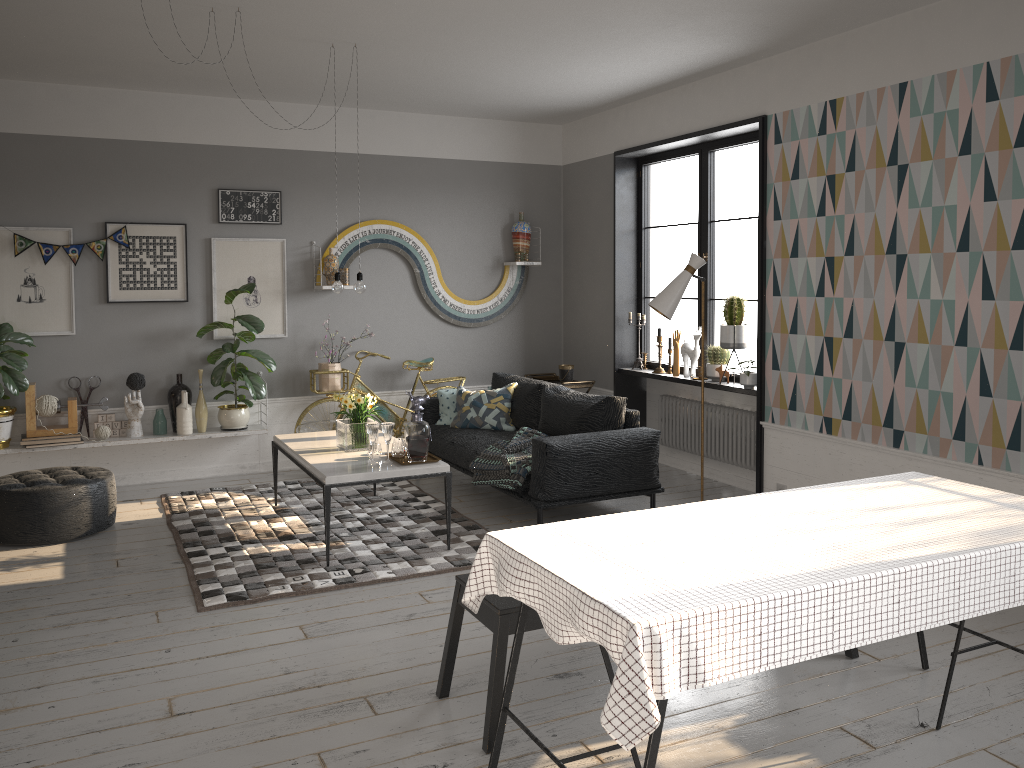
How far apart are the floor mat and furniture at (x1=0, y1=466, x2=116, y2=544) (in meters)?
0.34

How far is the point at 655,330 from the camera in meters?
7.7

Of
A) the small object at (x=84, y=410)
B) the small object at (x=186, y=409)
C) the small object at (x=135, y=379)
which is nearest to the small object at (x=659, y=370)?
the small object at (x=186, y=409)

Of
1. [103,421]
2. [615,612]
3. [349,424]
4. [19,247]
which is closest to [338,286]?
[349,424]

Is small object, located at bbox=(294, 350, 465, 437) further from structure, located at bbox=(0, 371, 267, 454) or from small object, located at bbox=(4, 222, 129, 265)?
small object, located at bbox=(4, 222, 129, 265)

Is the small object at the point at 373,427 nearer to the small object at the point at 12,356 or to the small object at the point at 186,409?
the small object at the point at 186,409

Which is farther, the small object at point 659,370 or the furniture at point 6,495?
the small object at point 659,370

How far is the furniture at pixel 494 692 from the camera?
2.98m

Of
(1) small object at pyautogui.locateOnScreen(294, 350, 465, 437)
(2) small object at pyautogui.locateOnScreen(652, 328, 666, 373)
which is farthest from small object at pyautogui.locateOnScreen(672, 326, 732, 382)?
(1) small object at pyautogui.locateOnScreen(294, 350, 465, 437)

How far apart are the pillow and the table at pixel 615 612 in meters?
3.6
